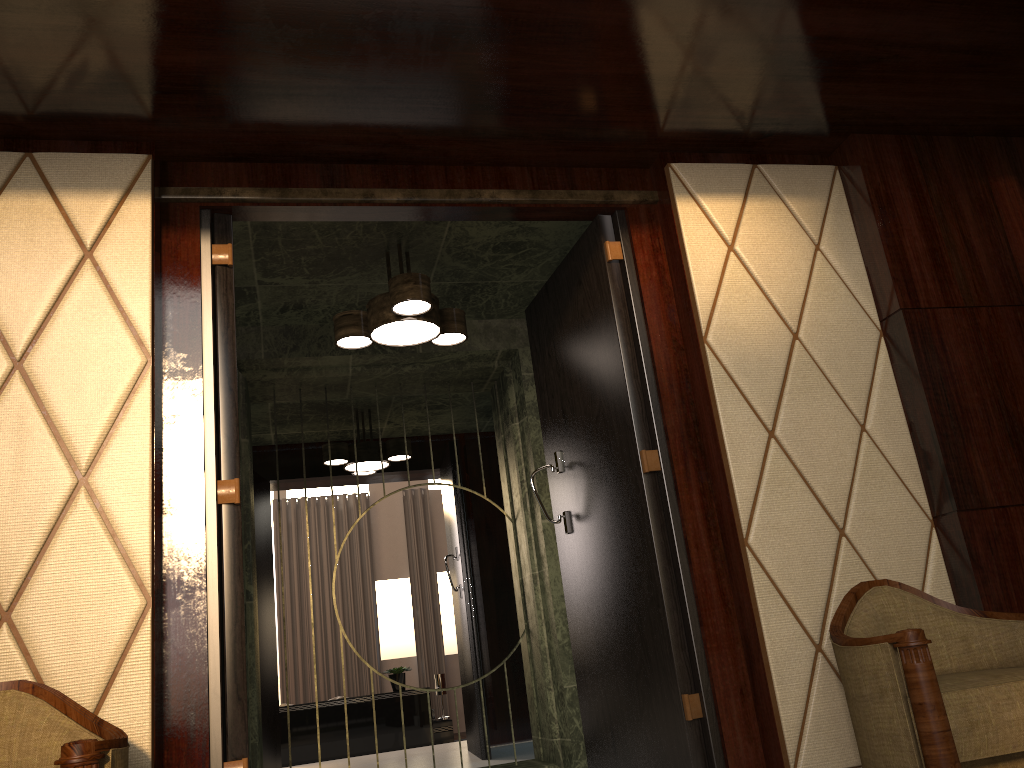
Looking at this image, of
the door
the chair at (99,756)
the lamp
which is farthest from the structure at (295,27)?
the chair at (99,756)

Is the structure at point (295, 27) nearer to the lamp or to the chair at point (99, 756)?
the lamp

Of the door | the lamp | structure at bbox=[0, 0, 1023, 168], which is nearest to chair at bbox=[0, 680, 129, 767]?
the door

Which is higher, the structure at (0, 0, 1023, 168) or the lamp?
the structure at (0, 0, 1023, 168)

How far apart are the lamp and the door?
0.26m

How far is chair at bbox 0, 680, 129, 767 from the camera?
1.5m

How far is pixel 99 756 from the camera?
1.5 meters

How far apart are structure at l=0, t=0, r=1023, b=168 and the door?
0.16m

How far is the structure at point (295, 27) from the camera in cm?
207

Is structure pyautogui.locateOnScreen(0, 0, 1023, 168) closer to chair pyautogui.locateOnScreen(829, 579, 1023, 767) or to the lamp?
the lamp
